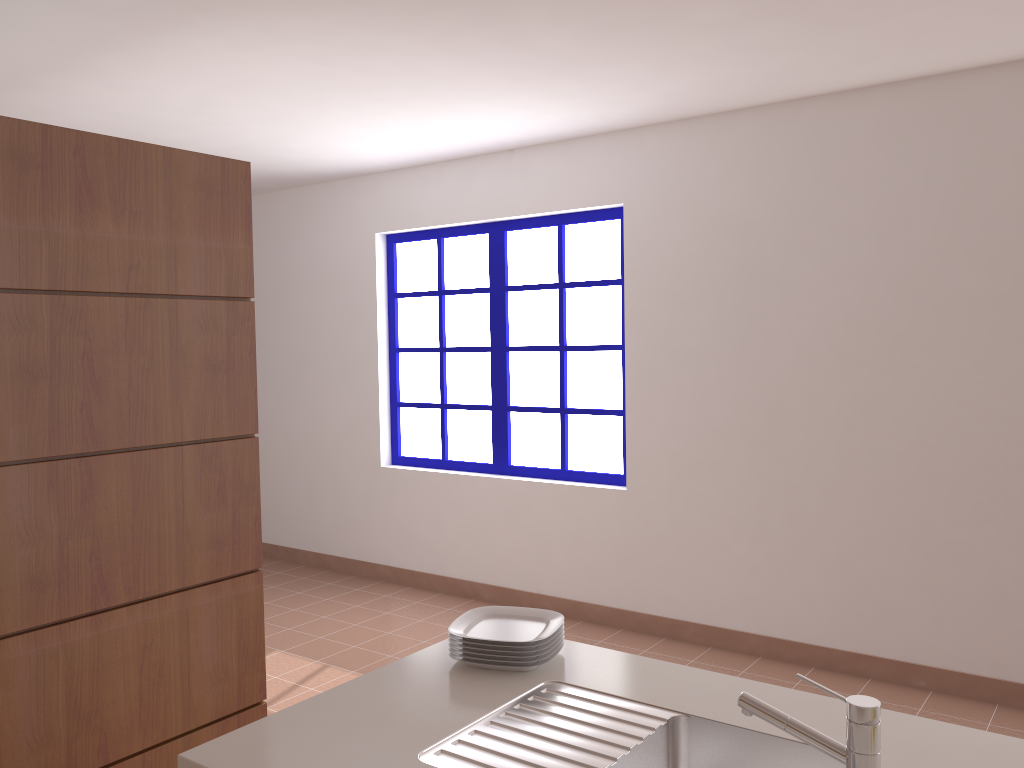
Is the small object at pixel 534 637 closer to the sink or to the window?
the sink

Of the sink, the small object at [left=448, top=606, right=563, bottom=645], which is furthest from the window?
the sink

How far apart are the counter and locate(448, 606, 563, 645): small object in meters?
0.1

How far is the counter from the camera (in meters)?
1.42

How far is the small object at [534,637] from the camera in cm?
182

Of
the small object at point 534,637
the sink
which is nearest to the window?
the small object at point 534,637

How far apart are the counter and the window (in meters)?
2.68

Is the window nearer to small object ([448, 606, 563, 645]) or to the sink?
small object ([448, 606, 563, 645])

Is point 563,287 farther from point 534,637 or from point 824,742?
point 824,742

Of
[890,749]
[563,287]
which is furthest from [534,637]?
[563,287]
